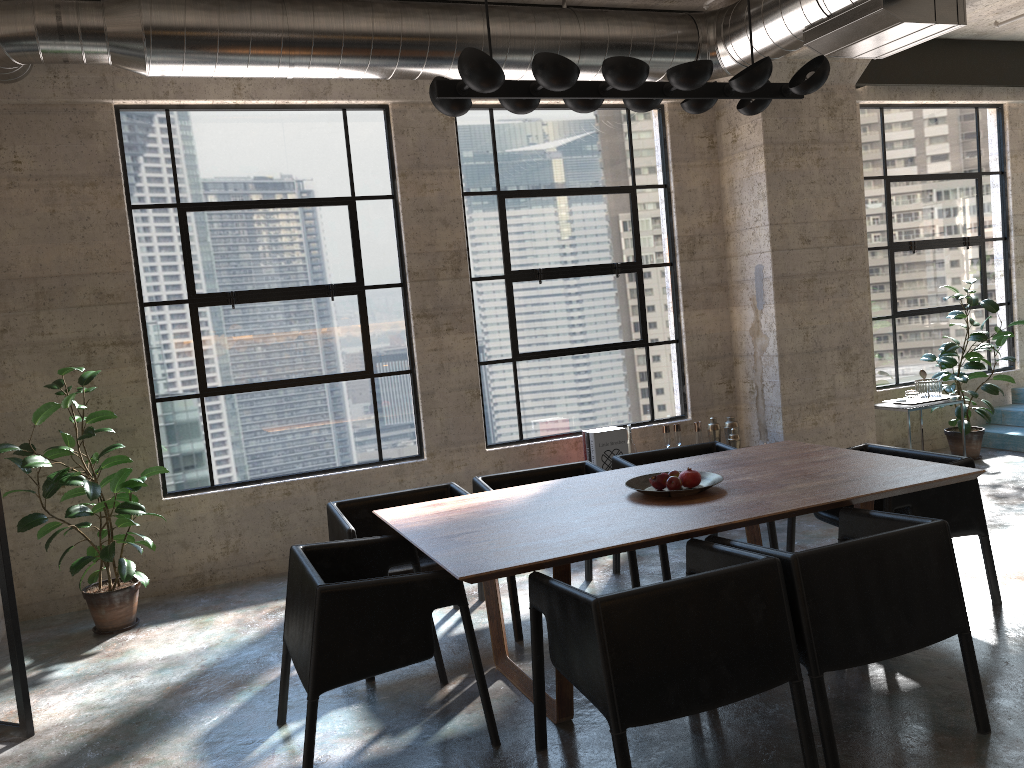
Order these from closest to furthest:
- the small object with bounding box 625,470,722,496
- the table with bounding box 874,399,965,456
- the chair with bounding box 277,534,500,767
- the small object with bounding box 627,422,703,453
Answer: the chair with bounding box 277,534,500,767 → the small object with bounding box 625,470,722,496 → the small object with bounding box 627,422,703,453 → the table with bounding box 874,399,965,456

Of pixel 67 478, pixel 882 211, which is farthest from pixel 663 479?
pixel 882 211

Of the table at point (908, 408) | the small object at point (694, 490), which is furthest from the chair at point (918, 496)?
the table at point (908, 408)

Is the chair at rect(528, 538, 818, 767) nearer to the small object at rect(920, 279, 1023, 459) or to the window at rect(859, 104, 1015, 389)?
the small object at rect(920, 279, 1023, 459)

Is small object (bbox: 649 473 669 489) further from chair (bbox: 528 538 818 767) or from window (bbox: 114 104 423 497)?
window (bbox: 114 104 423 497)

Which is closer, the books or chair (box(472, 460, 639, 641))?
chair (box(472, 460, 639, 641))

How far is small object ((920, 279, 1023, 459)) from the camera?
7.4m

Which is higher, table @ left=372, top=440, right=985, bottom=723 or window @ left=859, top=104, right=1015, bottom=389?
window @ left=859, top=104, right=1015, bottom=389

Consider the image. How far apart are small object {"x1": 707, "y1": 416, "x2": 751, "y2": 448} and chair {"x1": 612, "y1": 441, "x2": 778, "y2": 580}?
1.5m

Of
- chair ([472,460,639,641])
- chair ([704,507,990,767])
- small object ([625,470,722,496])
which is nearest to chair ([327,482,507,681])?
chair ([472,460,639,641])
